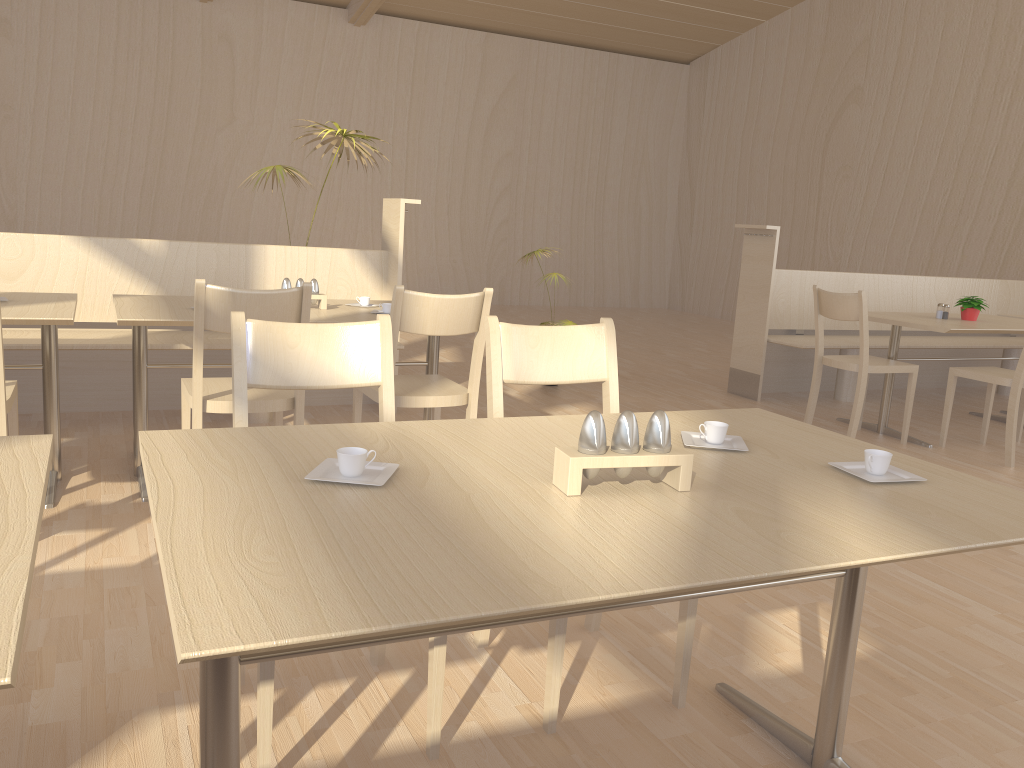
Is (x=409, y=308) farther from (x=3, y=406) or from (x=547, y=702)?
(x=547, y=702)

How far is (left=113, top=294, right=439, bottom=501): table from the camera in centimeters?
287cm

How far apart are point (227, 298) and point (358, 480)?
1.49m

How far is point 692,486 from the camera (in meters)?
1.34

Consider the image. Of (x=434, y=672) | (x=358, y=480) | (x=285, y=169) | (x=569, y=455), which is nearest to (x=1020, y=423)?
(x=285, y=169)

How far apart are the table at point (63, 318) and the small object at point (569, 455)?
2.1m

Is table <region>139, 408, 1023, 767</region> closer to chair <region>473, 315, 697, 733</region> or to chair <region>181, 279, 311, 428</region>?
chair <region>473, 315, 697, 733</region>

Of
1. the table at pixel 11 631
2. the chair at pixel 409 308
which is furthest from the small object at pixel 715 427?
the chair at pixel 409 308

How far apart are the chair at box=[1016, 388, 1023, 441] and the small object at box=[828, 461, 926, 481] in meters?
4.0

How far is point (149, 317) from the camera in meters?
2.9
